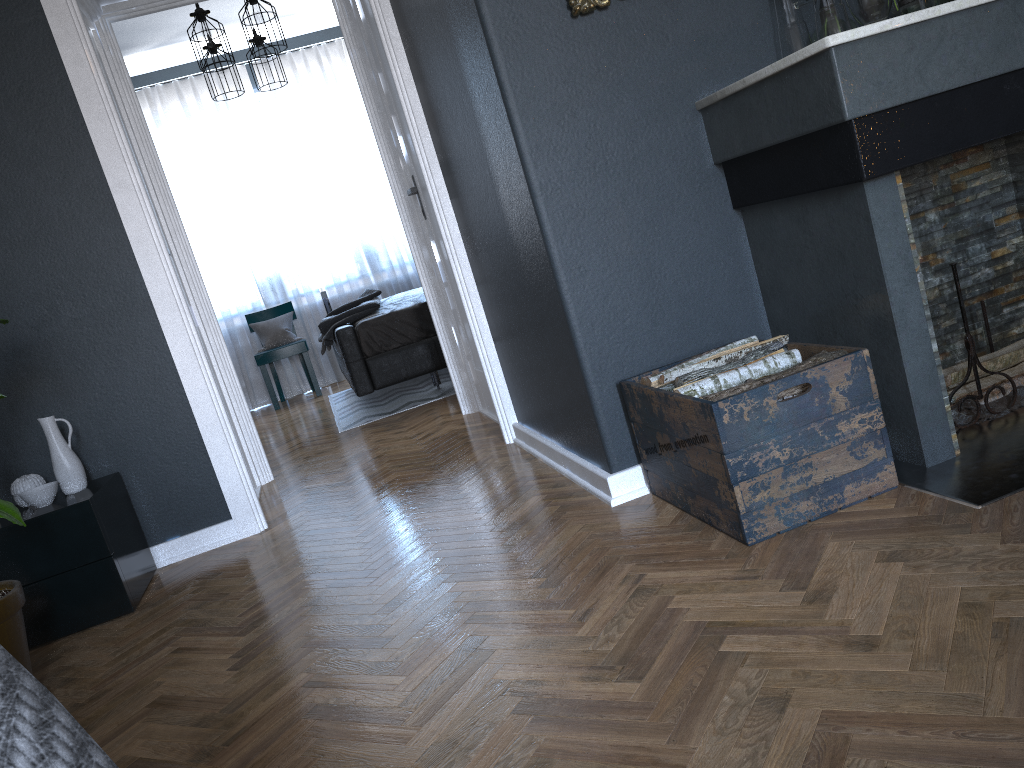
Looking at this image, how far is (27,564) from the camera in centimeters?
267cm

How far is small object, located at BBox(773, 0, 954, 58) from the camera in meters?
2.2

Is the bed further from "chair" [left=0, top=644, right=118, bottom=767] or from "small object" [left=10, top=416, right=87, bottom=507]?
"chair" [left=0, top=644, right=118, bottom=767]

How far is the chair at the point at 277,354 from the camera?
7.09m

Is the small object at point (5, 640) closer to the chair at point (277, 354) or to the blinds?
the chair at point (277, 354)

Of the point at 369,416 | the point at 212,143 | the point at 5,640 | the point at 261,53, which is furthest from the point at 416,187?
the point at 212,143

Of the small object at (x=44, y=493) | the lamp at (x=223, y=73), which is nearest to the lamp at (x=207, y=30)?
the lamp at (x=223, y=73)

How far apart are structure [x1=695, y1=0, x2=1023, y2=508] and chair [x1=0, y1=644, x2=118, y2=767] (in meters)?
1.83

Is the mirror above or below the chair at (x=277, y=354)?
above

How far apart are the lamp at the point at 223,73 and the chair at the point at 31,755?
6.2 meters
